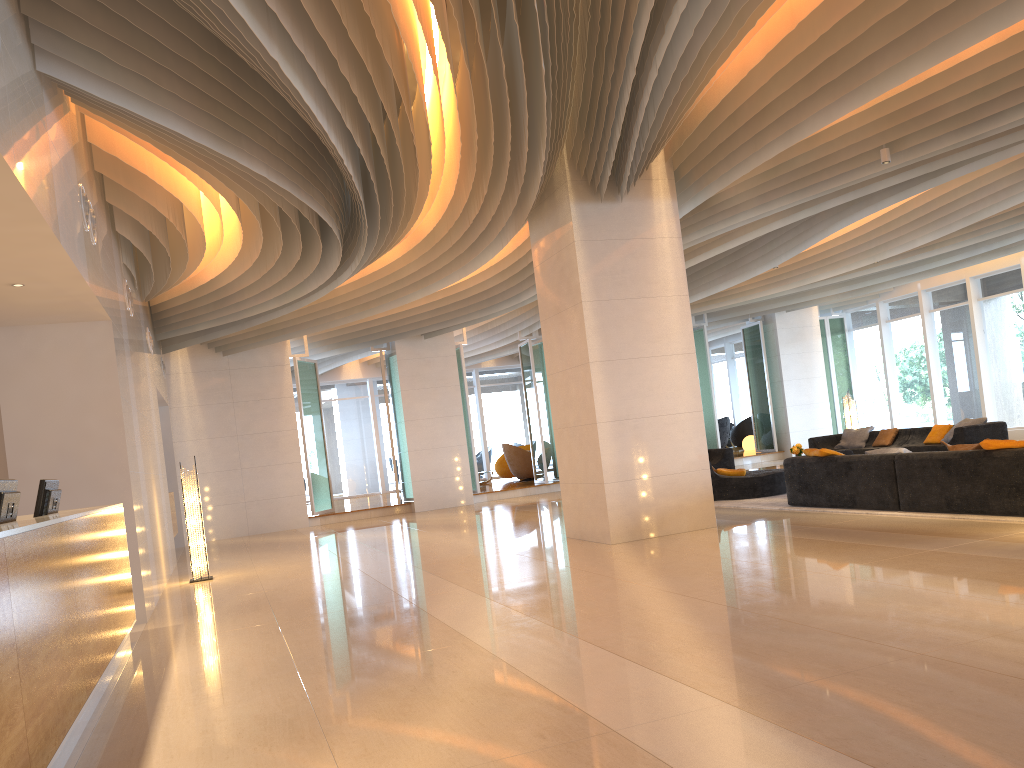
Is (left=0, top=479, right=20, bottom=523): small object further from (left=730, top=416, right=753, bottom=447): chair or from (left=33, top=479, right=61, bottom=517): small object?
(left=730, top=416, right=753, bottom=447): chair

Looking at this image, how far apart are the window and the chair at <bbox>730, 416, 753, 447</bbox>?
2.2 meters

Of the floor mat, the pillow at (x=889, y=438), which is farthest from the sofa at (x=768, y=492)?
the pillow at (x=889, y=438)

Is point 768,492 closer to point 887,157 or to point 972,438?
point 972,438

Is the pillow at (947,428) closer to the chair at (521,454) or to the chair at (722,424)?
the chair at (521,454)

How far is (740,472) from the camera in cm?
1242

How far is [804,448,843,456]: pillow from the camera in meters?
9.8 m

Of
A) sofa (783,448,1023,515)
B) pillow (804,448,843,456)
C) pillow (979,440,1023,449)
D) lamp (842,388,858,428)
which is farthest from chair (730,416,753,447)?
pillow (979,440,1023,449)

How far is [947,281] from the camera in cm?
1935

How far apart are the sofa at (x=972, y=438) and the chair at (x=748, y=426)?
8.4 meters
